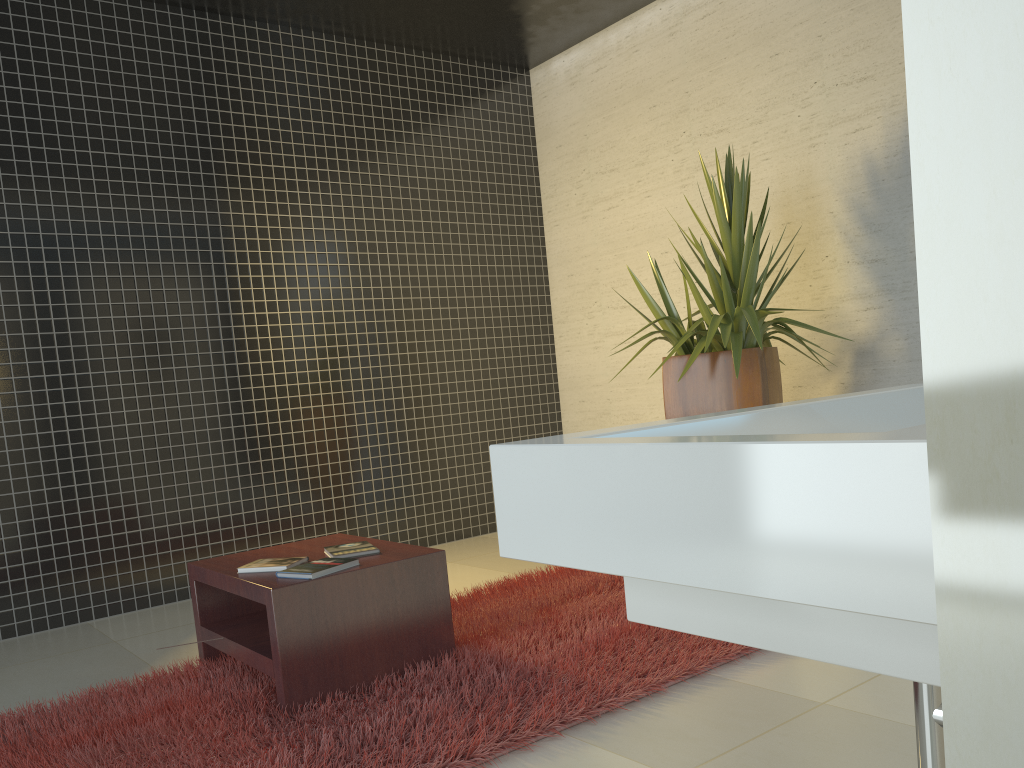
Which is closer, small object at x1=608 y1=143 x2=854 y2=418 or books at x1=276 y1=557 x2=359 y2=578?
books at x1=276 y1=557 x2=359 y2=578

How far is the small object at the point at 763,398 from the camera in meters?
A: 4.1 m

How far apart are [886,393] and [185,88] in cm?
488

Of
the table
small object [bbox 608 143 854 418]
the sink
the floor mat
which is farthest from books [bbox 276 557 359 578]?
the sink

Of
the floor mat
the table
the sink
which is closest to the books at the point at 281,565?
the table

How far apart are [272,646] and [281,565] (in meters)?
0.34

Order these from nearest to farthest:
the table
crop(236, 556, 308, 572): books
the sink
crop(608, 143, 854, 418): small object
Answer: the sink, the table, crop(236, 556, 308, 572): books, crop(608, 143, 854, 418): small object

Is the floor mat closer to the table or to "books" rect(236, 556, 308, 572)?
the table

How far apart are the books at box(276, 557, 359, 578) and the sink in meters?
2.1

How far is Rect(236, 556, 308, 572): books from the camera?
3.1m
